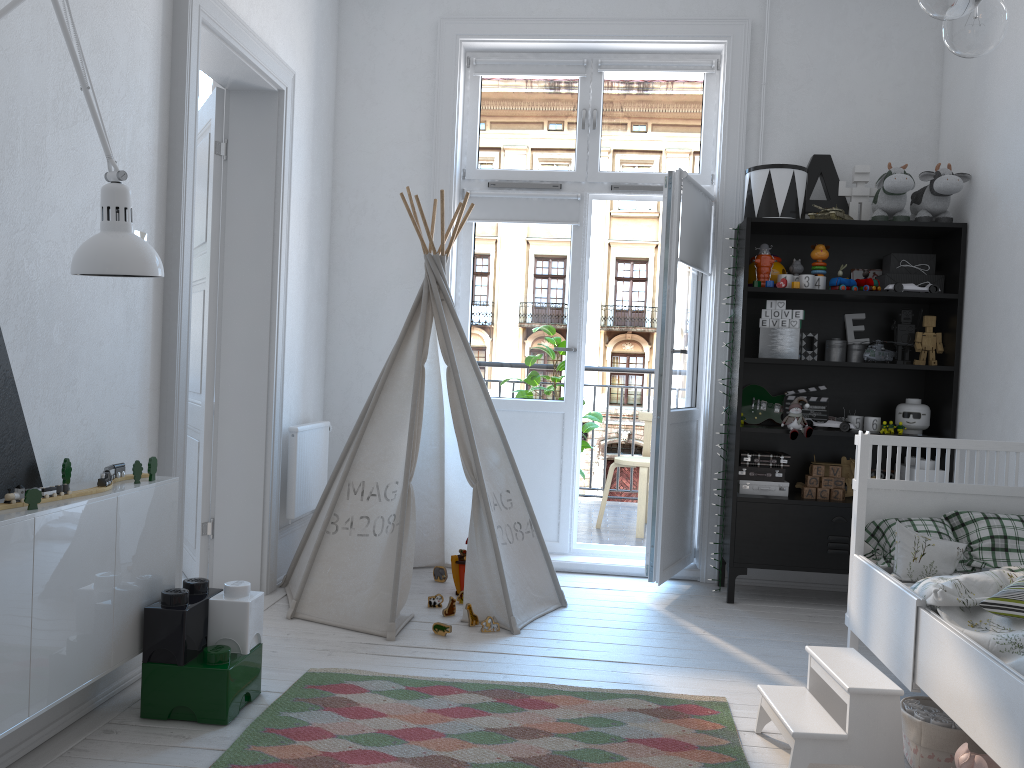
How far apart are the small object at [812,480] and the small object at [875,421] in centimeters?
32cm

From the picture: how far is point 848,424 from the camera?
3.8 meters

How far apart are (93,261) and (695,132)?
3.17m

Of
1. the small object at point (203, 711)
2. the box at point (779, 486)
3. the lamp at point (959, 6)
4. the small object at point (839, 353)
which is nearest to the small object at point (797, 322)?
the small object at point (839, 353)

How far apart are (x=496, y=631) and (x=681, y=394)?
1.4m

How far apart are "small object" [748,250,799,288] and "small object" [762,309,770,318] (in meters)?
0.13

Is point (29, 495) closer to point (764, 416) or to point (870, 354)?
point (764, 416)

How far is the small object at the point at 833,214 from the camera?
3.8 meters

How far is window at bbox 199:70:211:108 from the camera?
4.8 meters

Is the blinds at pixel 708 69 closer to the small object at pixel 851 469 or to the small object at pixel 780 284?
the small object at pixel 780 284
